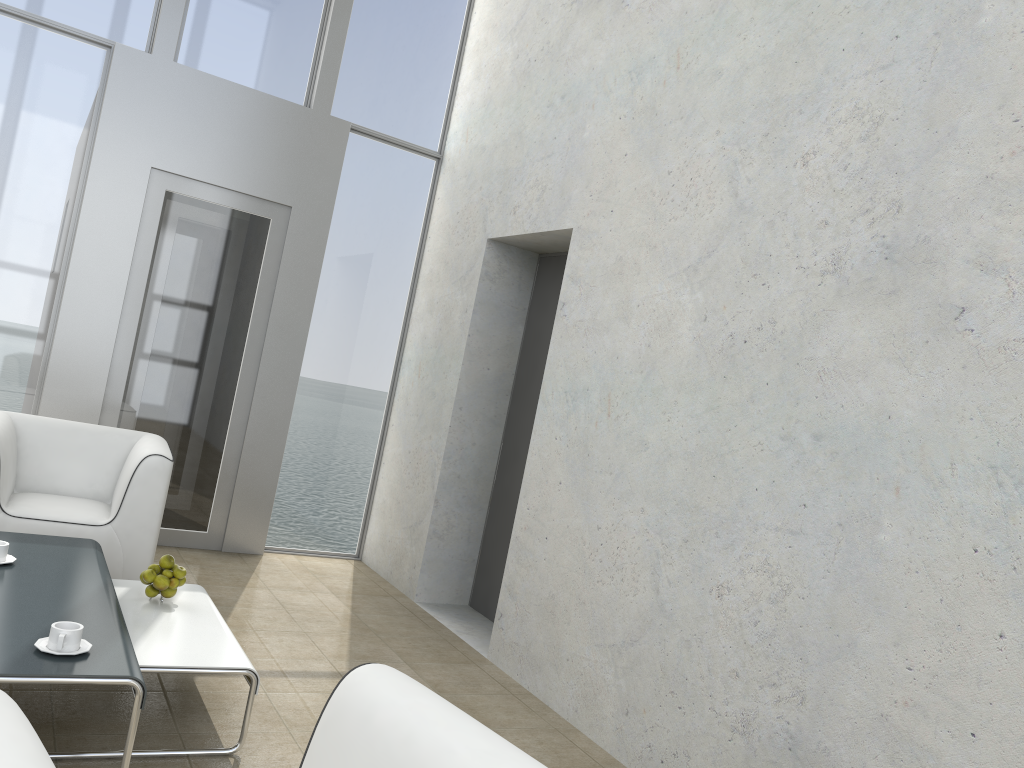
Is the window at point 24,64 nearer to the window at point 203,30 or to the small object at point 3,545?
the window at point 203,30

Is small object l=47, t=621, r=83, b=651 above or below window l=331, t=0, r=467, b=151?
below

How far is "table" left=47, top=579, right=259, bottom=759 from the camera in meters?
2.7 m

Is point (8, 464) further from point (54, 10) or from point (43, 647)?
point (54, 10)

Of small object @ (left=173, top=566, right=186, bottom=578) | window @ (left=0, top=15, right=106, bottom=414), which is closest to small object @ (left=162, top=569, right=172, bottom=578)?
small object @ (left=173, top=566, right=186, bottom=578)

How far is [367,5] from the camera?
5.5m

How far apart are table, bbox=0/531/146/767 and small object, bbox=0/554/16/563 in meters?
0.0 m

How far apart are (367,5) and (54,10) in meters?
1.8 m

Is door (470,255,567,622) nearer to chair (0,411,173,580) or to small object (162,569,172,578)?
chair (0,411,173,580)

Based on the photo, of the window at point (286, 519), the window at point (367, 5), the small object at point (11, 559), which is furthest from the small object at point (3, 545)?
the window at point (367, 5)
